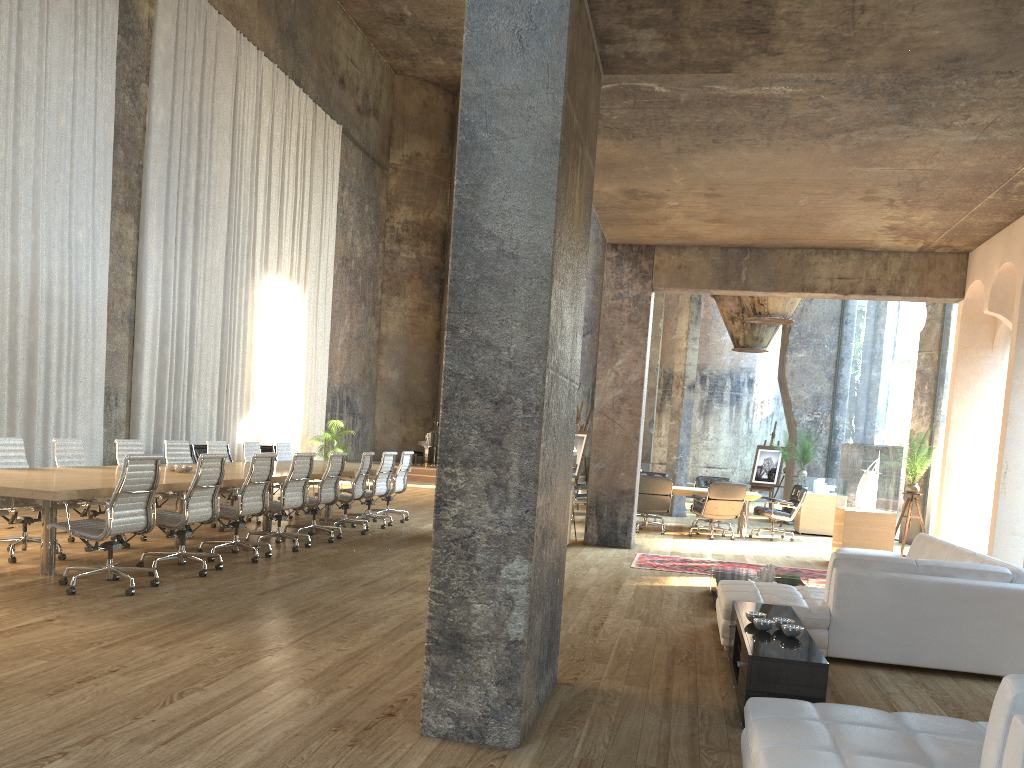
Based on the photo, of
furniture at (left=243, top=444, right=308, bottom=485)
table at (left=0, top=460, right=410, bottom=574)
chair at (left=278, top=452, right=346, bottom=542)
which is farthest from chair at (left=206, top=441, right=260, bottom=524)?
furniture at (left=243, top=444, right=308, bottom=485)

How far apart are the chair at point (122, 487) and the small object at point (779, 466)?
15.6m

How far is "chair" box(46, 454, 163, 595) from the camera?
6.21m

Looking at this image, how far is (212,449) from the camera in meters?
11.0

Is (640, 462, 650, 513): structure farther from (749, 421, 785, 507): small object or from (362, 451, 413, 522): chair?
(362, 451, 413, 522): chair

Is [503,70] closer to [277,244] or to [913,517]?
[913,517]

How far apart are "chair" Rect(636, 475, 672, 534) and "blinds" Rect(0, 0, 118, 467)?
8.5 meters

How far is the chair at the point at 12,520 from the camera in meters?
7.4 m

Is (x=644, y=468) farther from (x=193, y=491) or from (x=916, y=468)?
(x=193, y=491)

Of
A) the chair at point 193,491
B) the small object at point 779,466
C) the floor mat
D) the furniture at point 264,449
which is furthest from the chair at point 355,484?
the small object at point 779,466
